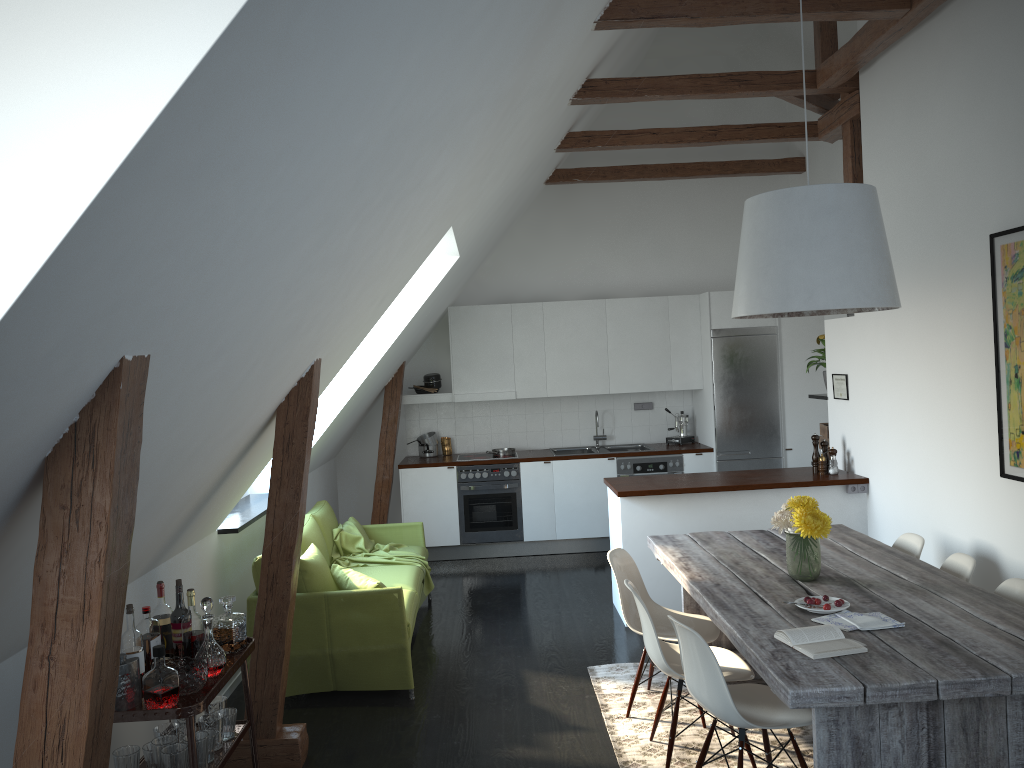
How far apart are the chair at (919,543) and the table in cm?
18

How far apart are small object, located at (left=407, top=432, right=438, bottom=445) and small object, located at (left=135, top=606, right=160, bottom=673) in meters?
5.4 m

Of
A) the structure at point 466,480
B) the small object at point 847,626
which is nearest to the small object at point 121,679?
the small object at point 847,626

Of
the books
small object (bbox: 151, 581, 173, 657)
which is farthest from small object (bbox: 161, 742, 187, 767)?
the books

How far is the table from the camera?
2.69m

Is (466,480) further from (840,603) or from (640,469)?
(840,603)

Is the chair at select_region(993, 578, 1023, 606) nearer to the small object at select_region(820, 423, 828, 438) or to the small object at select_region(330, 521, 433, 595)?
the small object at select_region(820, 423, 828, 438)

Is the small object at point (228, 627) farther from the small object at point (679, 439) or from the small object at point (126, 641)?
the small object at point (679, 439)

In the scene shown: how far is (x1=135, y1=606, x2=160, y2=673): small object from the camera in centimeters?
325cm

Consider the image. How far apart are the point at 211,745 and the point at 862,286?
3.03m
